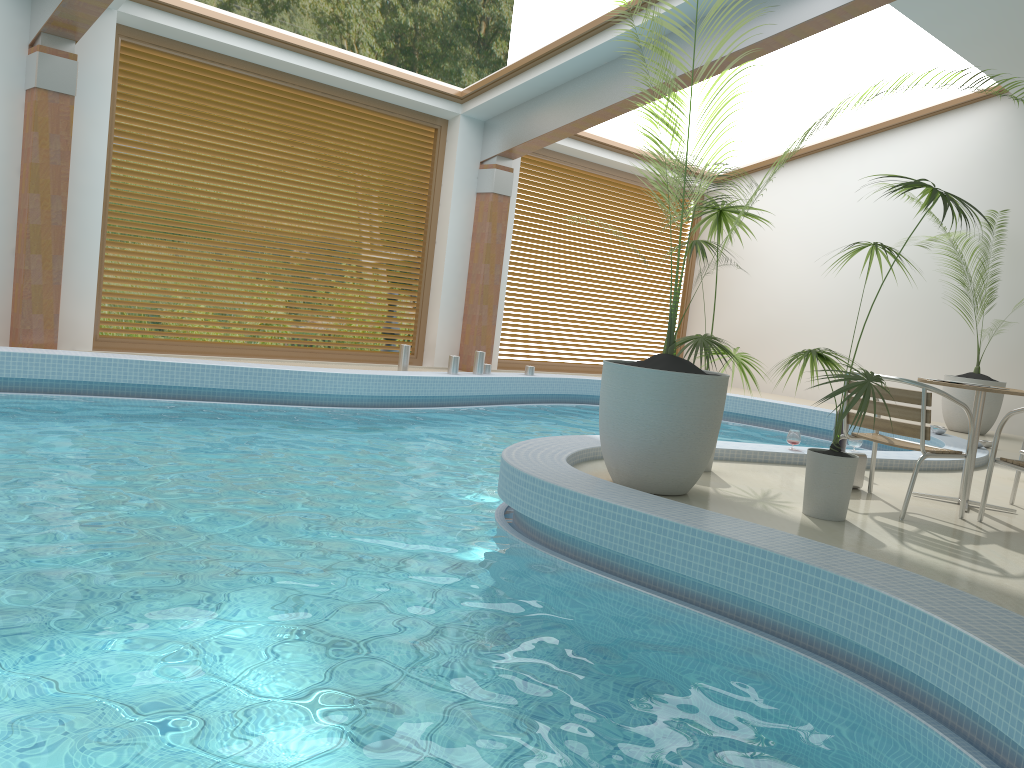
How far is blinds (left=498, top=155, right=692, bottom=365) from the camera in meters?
12.1

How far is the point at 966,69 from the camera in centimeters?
389cm

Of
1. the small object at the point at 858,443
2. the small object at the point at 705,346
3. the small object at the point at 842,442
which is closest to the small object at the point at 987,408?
the small object at the point at 858,443

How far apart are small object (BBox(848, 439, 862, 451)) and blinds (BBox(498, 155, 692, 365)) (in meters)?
6.54

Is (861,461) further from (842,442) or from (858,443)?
(858,443)

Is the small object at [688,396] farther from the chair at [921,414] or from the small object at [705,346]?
the chair at [921,414]

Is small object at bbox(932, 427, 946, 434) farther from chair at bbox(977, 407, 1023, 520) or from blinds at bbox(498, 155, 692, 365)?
blinds at bbox(498, 155, 692, 365)

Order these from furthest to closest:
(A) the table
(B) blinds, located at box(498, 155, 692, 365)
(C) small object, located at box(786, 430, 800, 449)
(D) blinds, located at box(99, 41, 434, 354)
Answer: (B) blinds, located at box(498, 155, 692, 365), (D) blinds, located at box(99, 41, 434, 354), (C) small object, located at box(786, 430, 800, 449), (A) the table

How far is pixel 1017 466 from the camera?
4.6 meters

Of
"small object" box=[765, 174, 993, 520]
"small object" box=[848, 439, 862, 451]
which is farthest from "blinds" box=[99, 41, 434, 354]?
"small object" box=[765, 174, 993, 520]
